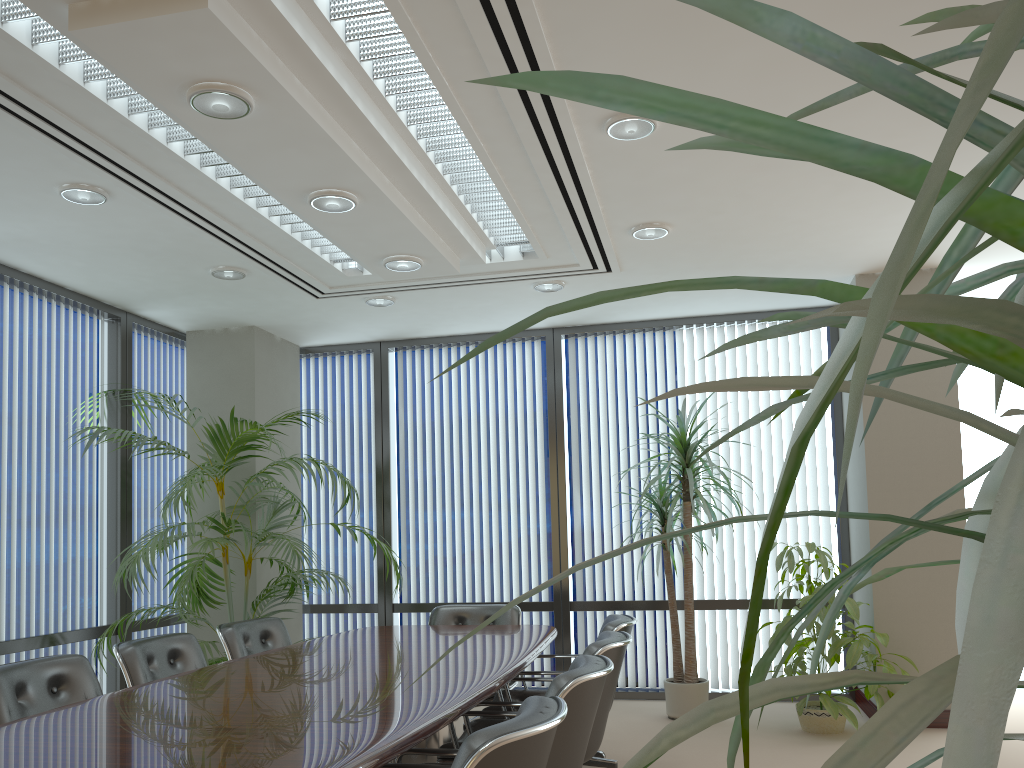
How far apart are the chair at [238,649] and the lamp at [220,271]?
2.16m

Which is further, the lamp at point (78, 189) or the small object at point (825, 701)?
the small object at point (825, 701)

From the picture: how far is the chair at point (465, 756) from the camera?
1.98m

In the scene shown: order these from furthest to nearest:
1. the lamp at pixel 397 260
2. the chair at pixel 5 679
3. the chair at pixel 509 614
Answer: the chair at pixel 509 614 → the lamp at pixel 397 260 → the chair at pixel 5 679

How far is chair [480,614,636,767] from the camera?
4.48m

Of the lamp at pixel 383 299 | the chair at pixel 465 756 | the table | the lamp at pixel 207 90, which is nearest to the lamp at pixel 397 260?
the lamp at pixel 383 299

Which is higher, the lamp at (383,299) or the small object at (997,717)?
the lamp at (383,299)

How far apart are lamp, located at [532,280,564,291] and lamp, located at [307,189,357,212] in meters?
2.2 m

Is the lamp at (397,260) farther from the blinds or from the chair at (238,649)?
Answer: the blinds

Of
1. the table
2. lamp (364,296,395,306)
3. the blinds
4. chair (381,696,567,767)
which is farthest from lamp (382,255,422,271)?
chair (381,696,567,767)
